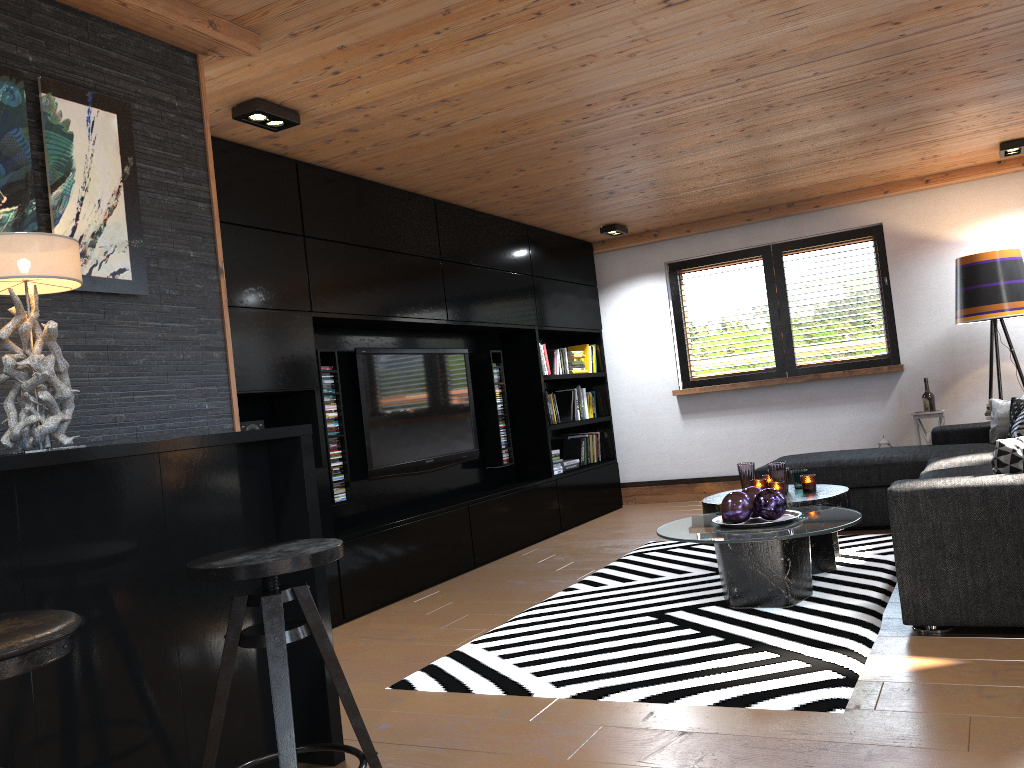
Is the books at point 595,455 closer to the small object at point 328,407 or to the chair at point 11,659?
the small object at point 328,407

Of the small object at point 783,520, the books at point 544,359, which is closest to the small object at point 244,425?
the small object at point 783,520

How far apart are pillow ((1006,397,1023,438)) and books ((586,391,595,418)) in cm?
346

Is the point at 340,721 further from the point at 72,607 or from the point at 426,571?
the point at 426,571

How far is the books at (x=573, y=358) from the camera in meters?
7.5 m

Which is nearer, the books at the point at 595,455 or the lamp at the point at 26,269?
the lamp at the point at 26,269

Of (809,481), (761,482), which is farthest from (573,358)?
(809,481)

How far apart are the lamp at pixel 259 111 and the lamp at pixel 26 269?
1.6 meters

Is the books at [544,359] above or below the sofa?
above

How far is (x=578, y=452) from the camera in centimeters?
759cm
